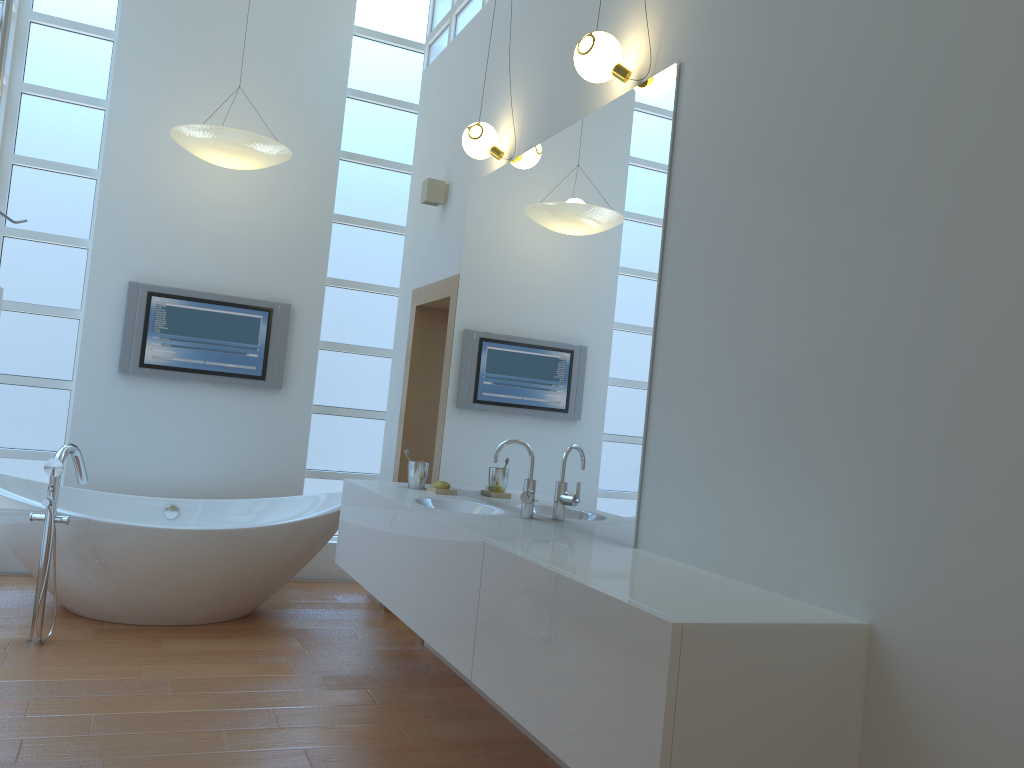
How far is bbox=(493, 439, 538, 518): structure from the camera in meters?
3.0 m

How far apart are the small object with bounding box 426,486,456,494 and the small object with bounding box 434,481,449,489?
0.03m

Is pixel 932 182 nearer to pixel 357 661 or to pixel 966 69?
pixel 966 69

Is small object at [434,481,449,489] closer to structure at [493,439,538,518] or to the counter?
the counter

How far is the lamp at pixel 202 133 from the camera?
4.4 meters

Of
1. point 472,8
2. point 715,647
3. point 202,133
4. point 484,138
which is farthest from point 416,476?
point 472,8

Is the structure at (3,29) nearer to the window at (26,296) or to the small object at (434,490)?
the small object at (434,490)

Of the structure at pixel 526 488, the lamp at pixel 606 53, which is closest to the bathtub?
the structure at pixel 526 488

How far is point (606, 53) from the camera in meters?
2.8

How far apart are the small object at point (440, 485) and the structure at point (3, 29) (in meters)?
2.15
